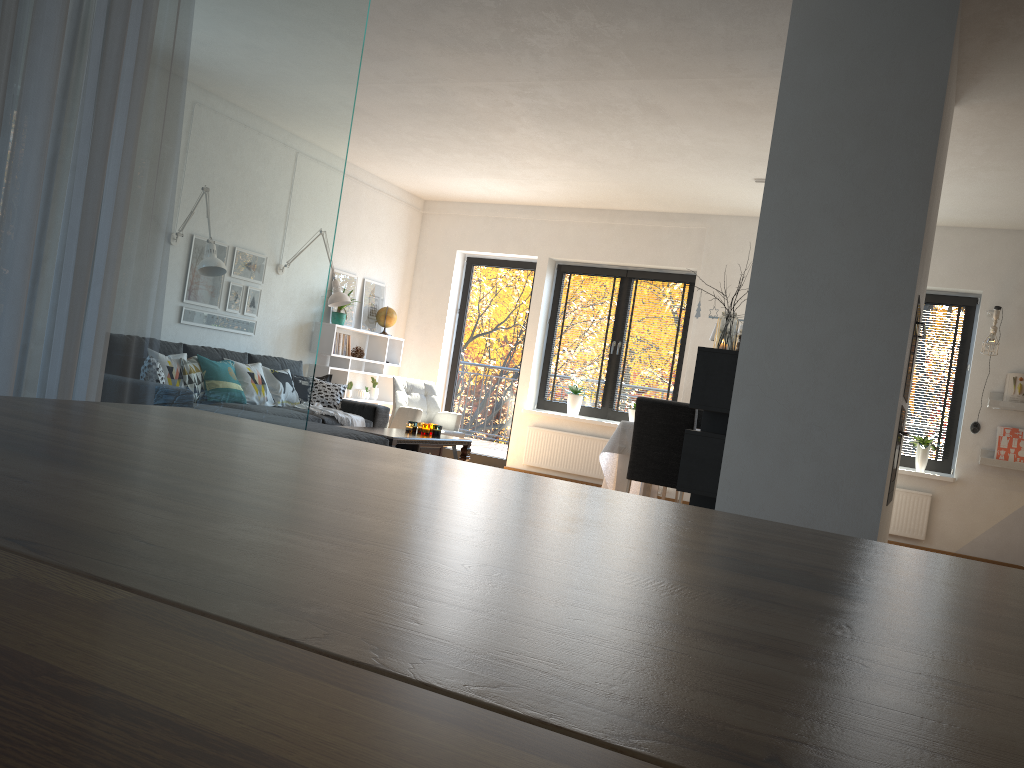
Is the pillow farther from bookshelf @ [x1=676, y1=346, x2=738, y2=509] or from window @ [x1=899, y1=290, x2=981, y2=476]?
window @ [x1=899, y1=290, x2=981, y2=476]

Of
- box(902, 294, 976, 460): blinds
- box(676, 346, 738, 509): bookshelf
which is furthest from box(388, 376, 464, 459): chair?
box(902, 294, 976, 460): blinds

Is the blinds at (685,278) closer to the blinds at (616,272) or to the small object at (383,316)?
the blinds at (616,272)

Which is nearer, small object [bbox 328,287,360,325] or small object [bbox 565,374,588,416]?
small object [bbox 328,287,360,325]

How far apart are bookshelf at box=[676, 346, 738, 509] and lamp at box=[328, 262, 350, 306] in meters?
4.1

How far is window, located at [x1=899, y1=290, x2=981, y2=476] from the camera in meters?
7.6

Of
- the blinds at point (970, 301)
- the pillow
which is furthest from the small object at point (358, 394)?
the blinds at point (970, 301)

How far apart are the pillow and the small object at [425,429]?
1.0m

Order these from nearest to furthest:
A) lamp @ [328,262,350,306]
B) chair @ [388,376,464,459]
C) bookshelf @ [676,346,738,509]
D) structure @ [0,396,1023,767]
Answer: structure @ [0,396,1023,767] → bookshelf @ [676,346,738,509] → lamp @ [328,262,350,306] → chair @ [388,376,464,459]

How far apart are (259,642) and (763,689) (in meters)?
0.22
